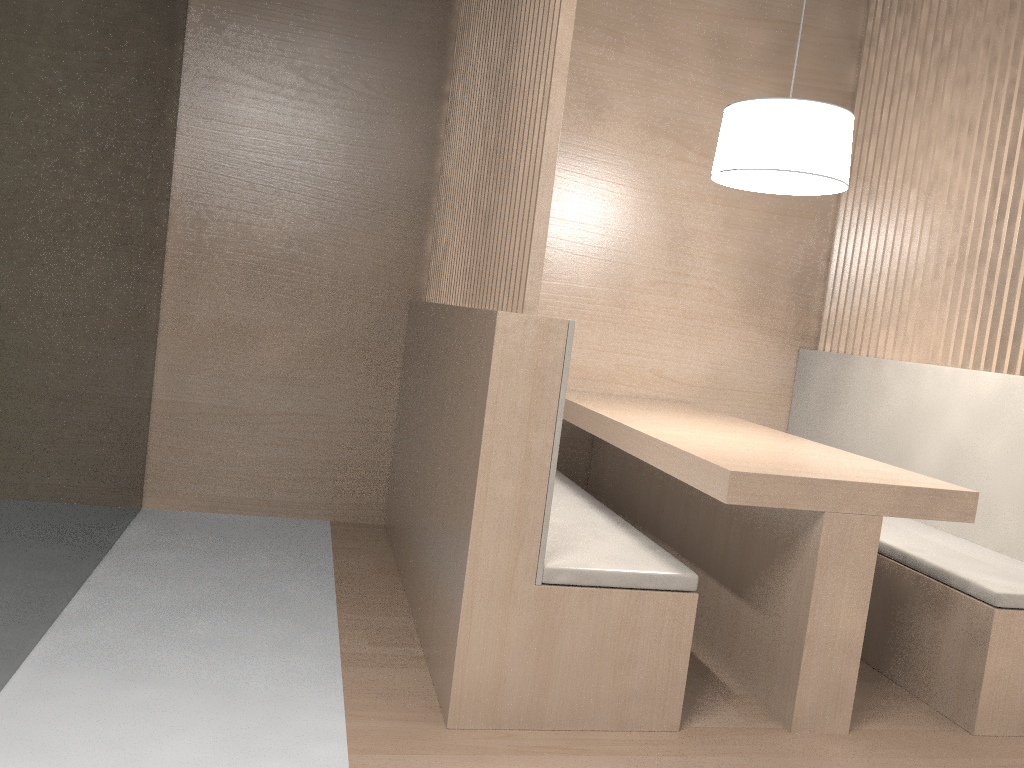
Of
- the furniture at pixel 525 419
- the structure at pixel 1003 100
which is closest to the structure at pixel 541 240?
the furniture at pixel 525 419

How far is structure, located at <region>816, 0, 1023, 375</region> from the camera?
1.9m

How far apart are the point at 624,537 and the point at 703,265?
1.16m

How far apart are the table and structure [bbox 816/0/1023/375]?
0.4m

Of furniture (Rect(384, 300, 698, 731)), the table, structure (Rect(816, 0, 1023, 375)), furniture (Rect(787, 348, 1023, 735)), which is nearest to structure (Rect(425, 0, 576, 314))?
furniture (Rect(384, 300, 698, 731))

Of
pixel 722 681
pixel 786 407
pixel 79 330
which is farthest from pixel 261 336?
pixel 786 407

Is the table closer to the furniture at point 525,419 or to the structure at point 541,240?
the furniture at point 525,419

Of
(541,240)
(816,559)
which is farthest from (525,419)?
(816,559)

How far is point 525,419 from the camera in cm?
121

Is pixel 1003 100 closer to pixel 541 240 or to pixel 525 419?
pixel 541 240
